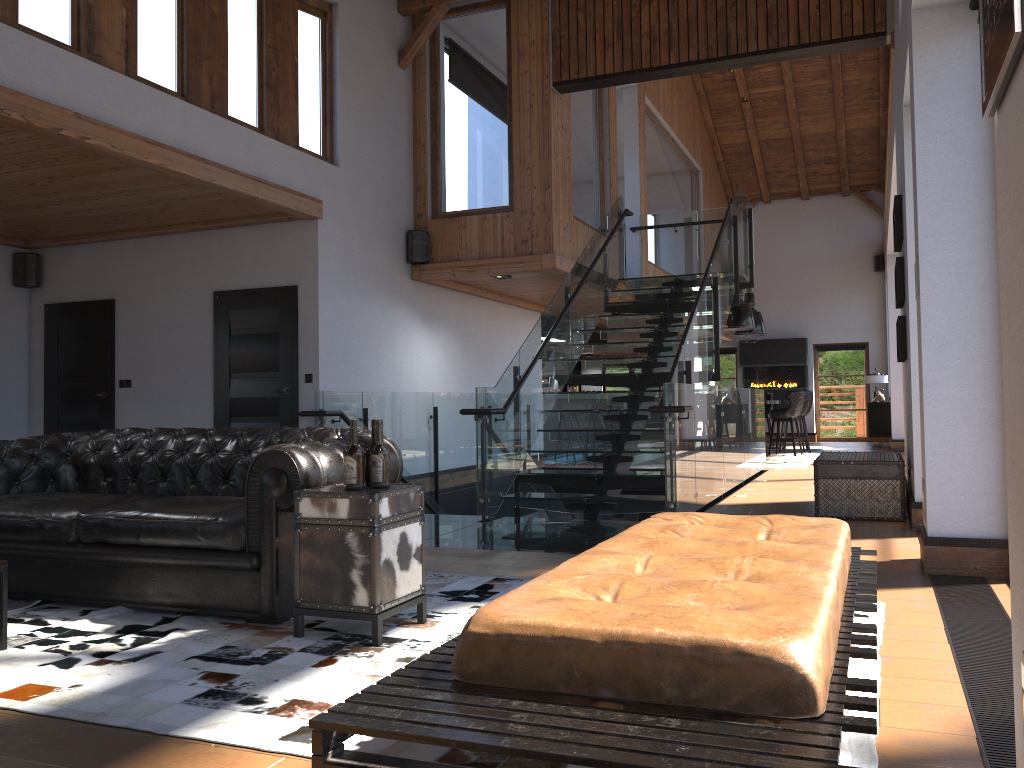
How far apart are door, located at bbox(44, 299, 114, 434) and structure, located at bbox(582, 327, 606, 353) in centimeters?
922cm

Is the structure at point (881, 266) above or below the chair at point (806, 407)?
above

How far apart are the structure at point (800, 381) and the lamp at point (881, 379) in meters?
1.4 m

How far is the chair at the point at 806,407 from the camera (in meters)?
15.10

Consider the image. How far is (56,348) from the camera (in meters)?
9.18

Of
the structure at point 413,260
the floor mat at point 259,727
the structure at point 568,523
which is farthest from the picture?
the structure at point 413,260

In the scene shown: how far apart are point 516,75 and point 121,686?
7.7m

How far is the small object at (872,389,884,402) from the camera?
17.0m

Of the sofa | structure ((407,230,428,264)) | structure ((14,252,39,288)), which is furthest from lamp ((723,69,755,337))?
the sofa

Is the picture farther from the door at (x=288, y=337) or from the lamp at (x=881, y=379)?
the lamp at (x=881, y=379)
